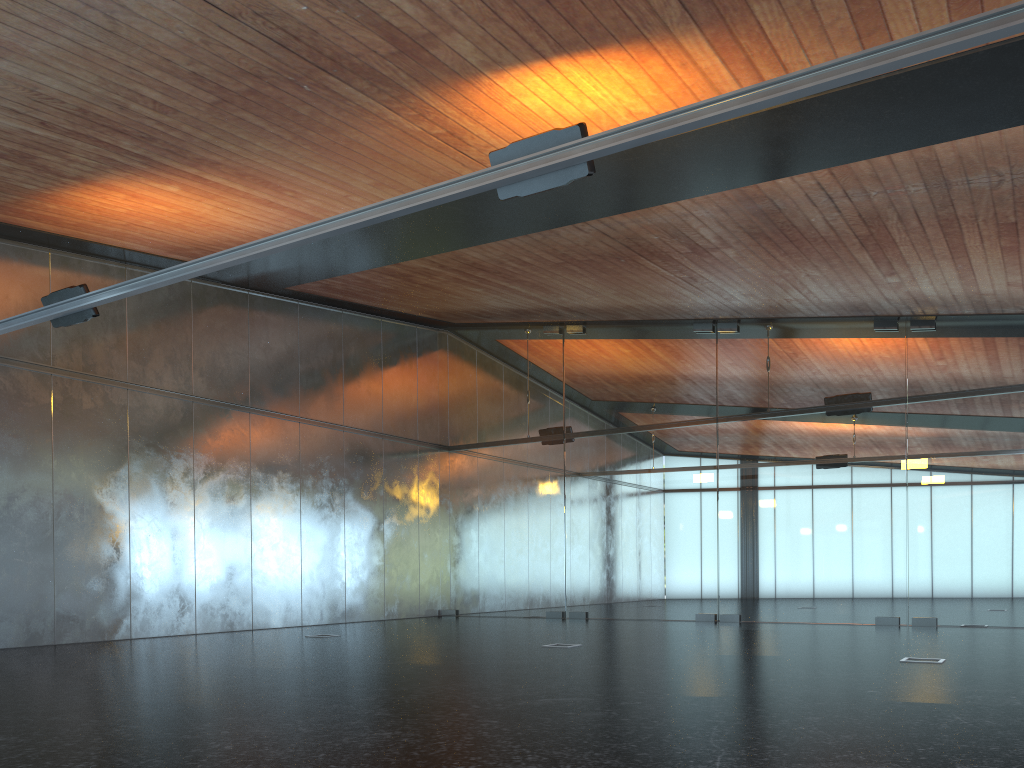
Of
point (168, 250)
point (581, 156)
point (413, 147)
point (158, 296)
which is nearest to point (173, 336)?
point (158, 296)

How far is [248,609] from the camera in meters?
15.2 m
